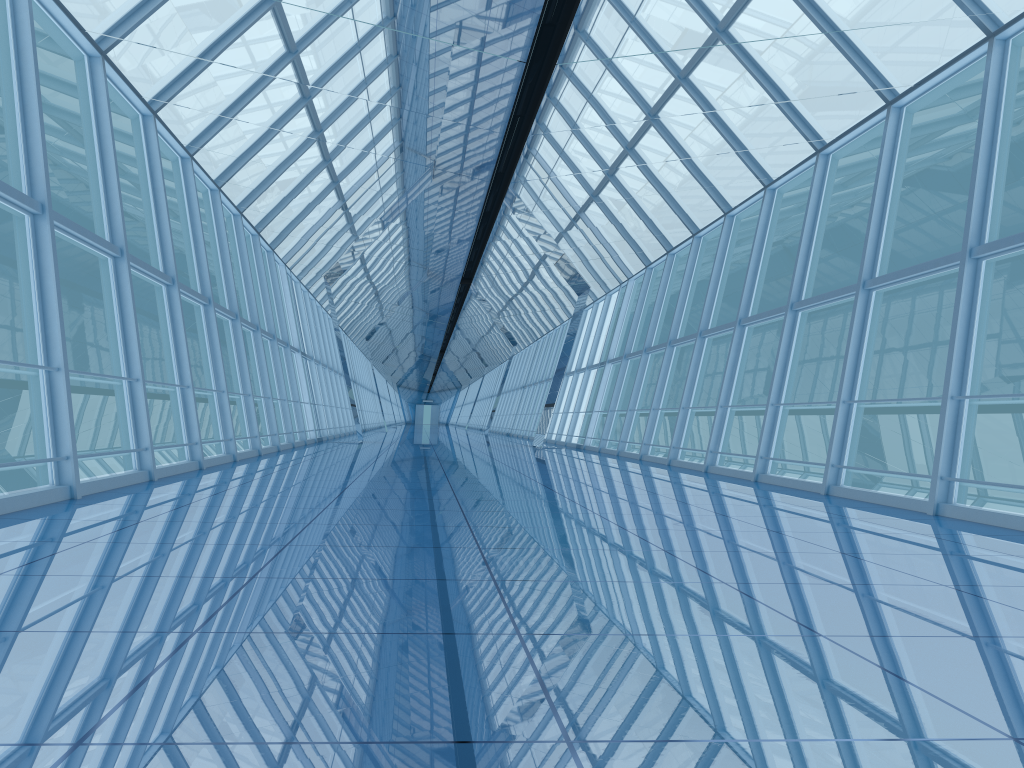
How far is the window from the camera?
7.9 meters

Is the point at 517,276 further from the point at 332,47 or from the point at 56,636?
the point at 56,636

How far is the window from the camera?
7.89m
